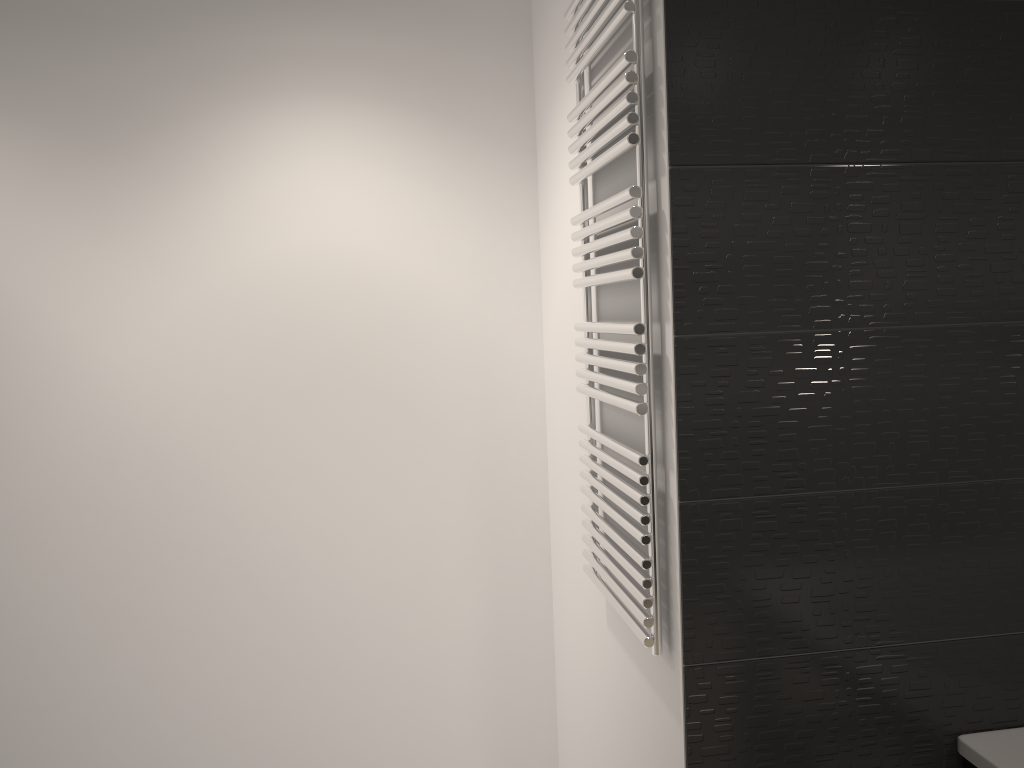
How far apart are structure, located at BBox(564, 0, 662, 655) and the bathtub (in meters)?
0.56

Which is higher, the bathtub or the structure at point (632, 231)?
the structure at point (632, 231)

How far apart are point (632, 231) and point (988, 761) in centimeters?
108cm

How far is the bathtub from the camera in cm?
150

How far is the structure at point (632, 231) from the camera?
1.51m

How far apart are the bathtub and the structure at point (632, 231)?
0.6m

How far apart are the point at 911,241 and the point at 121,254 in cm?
201
